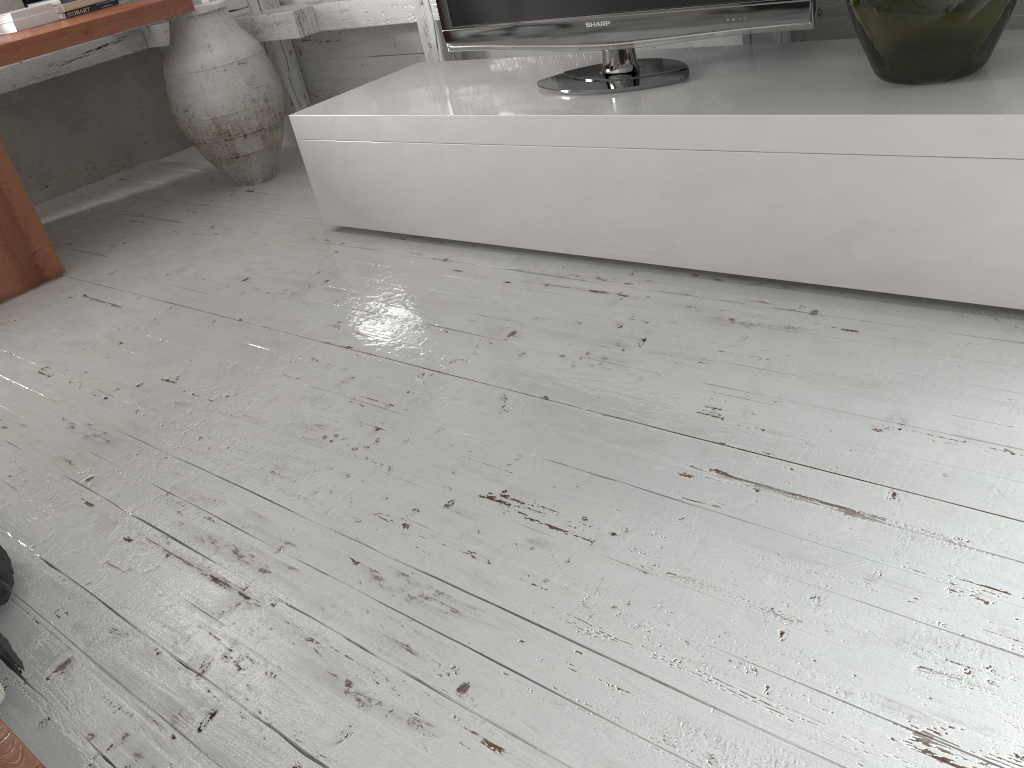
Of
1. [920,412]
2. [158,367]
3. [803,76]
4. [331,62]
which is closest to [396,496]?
[920,412]

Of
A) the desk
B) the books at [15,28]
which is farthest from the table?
the books at [15,28]

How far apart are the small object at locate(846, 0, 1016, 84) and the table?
1.7 meters

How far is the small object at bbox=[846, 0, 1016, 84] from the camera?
1.61m

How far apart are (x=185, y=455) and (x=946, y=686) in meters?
1.5

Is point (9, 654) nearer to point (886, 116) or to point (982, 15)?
point (886, 116)

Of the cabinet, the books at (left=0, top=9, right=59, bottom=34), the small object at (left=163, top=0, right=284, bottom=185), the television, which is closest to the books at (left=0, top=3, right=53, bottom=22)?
the books at (left=0, top=9, right=59, bottom=34)

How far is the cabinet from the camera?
1.63m

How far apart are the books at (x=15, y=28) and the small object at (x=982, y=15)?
3.1 meters

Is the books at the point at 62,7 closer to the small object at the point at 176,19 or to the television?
the small object at the point at 176,19
